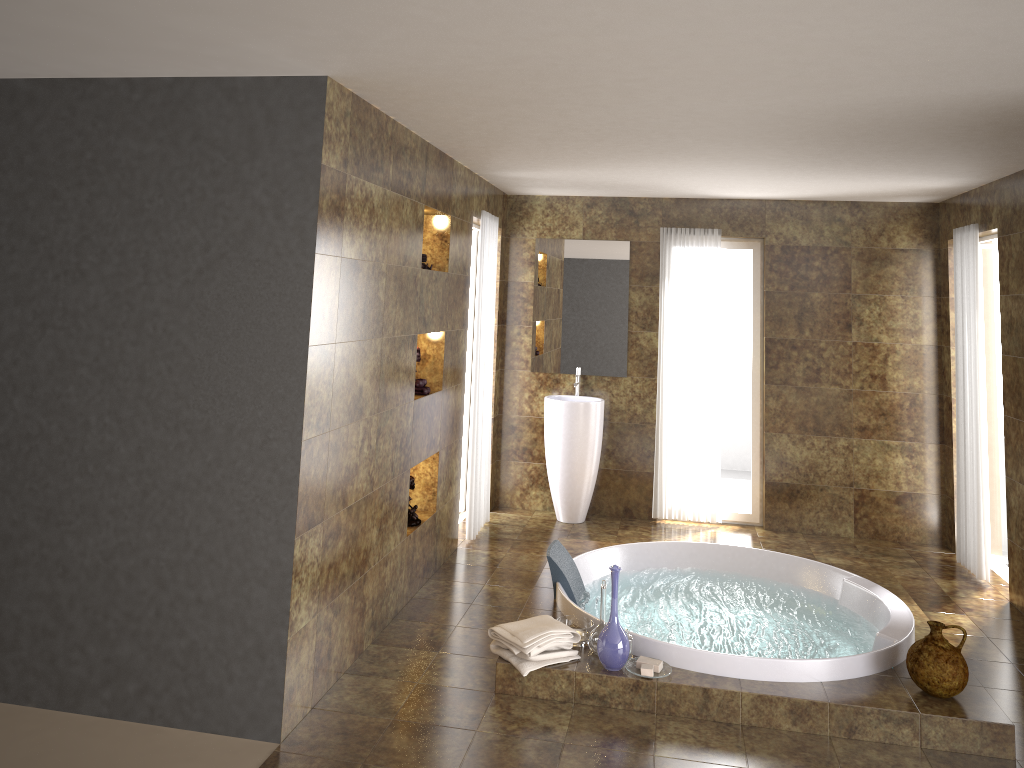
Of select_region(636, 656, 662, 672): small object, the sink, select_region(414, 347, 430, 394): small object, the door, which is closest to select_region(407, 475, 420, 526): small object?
select_region(414, 347, 430, 394): small object

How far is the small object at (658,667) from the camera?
3.9 meters

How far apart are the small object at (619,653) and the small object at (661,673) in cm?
4

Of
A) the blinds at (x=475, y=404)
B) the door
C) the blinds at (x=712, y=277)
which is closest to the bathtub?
the blinds at (x=475, y=404)

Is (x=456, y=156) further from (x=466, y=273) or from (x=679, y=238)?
(x=679, y=238)

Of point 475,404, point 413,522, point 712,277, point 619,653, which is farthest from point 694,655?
point 712,277

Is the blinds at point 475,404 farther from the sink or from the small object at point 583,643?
the small object at point 583,643

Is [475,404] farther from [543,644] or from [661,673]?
[661,673]

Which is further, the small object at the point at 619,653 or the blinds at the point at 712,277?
the blinds at the point at 712,277

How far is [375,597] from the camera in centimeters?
444cm
